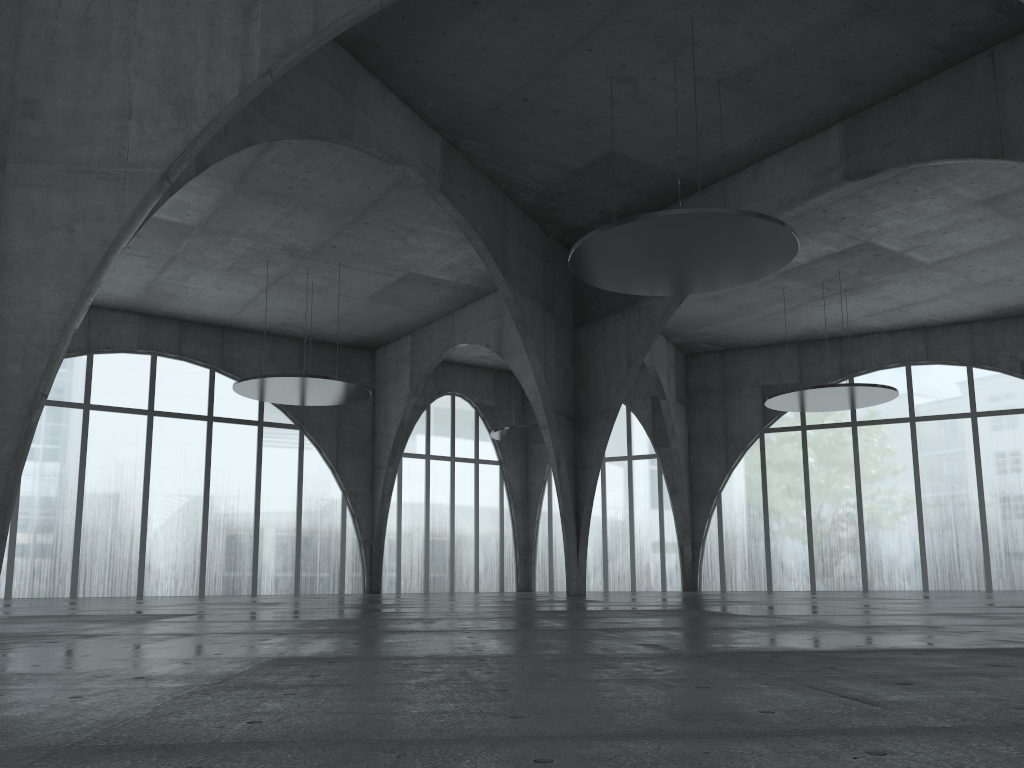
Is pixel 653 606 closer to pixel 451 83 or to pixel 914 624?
pixel 914 624

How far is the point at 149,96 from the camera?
Result: 25.81m
